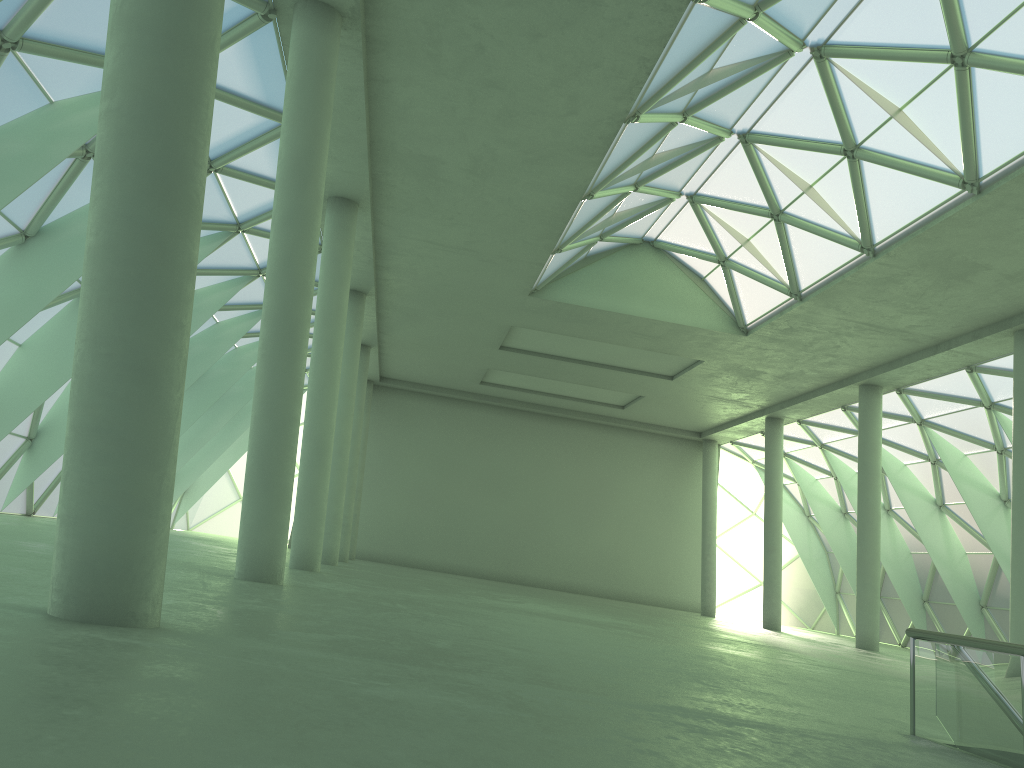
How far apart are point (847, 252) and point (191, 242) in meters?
27.0
